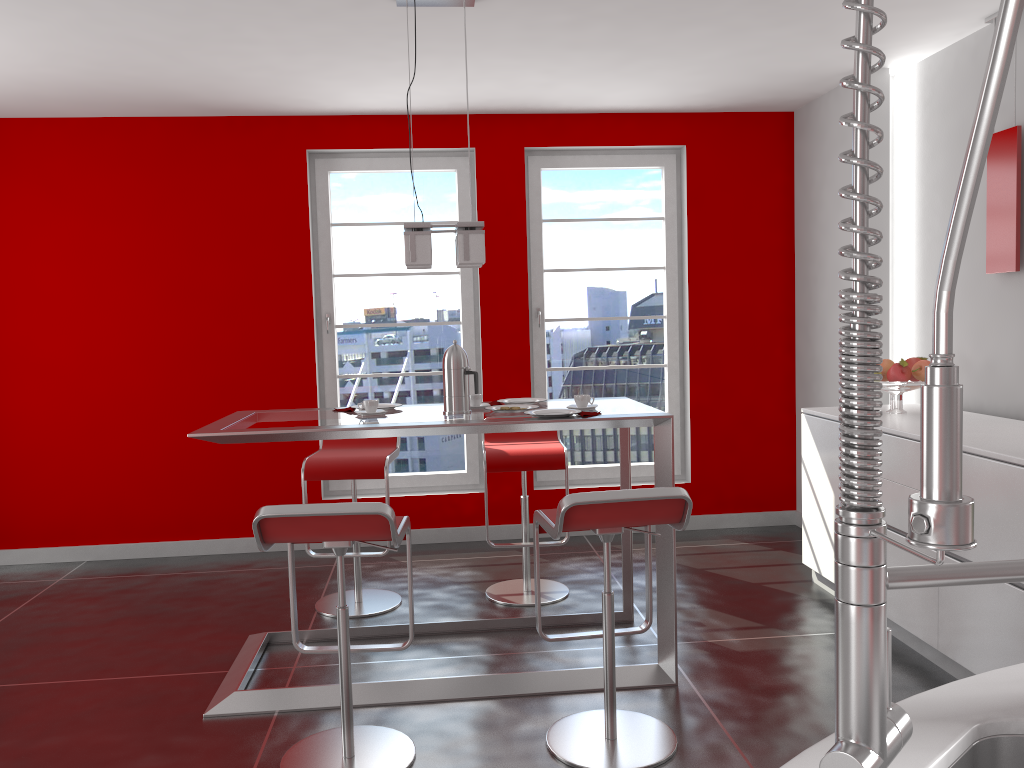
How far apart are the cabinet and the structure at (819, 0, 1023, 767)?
2.3m

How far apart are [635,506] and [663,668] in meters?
1.0

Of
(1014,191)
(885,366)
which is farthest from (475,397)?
(1014,191)

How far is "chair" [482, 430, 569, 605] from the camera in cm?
418

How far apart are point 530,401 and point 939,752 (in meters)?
2.94

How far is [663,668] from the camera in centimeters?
331cm

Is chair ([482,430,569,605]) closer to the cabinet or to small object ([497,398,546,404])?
small object ([497,398,546,404])

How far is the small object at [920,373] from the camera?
3.95m

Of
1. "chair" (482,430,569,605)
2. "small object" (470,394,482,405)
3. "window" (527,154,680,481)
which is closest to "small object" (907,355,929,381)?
"chair" (482,430,569,605)

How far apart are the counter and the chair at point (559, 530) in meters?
1.4
